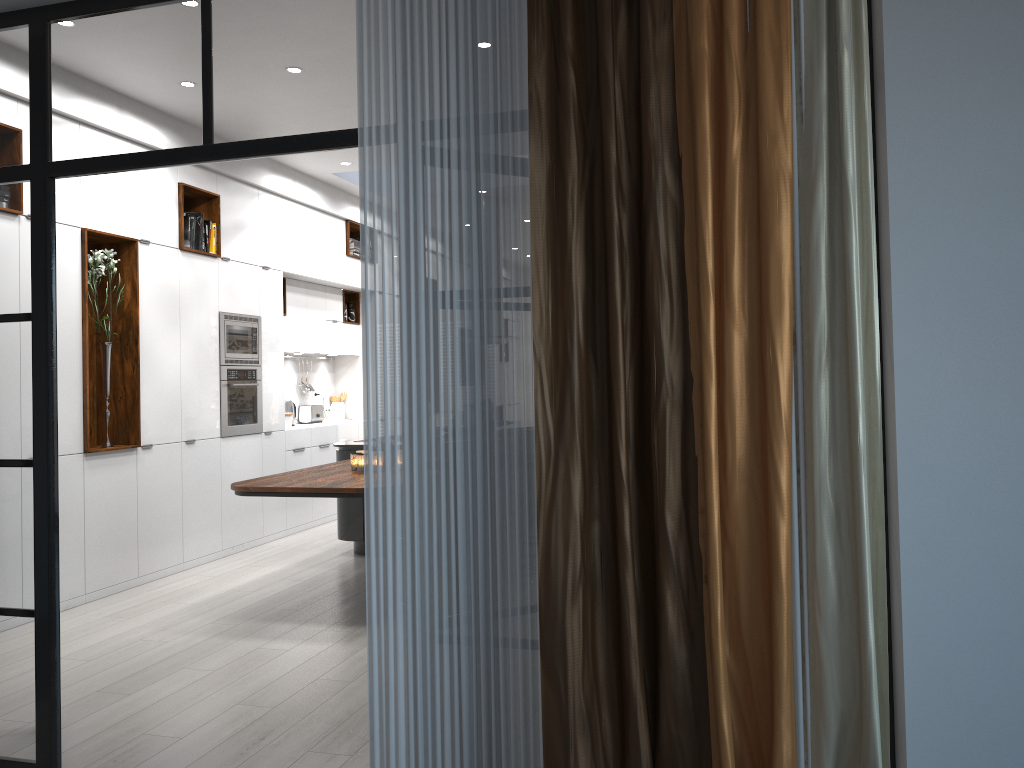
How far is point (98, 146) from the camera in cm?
303

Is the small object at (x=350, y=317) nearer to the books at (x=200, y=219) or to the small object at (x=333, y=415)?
the small object at (x=333, y=415)

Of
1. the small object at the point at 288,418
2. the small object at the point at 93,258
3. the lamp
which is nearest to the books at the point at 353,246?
the small object at the point at 288,418

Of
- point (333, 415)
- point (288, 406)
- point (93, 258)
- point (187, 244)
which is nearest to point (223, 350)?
point (187, 244)

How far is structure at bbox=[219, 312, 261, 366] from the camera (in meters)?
7.09

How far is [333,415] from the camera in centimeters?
983cm

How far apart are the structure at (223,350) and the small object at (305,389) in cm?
114

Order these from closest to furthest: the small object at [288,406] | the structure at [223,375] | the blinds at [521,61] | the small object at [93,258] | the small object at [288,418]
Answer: the blinds at [521,61]
the small object at [93,258]
the structure at [223,375]
the small object at [288,418]
the small object at [288,406]

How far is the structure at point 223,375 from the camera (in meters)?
7.09

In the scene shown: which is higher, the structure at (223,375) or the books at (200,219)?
the books at (200,219)
